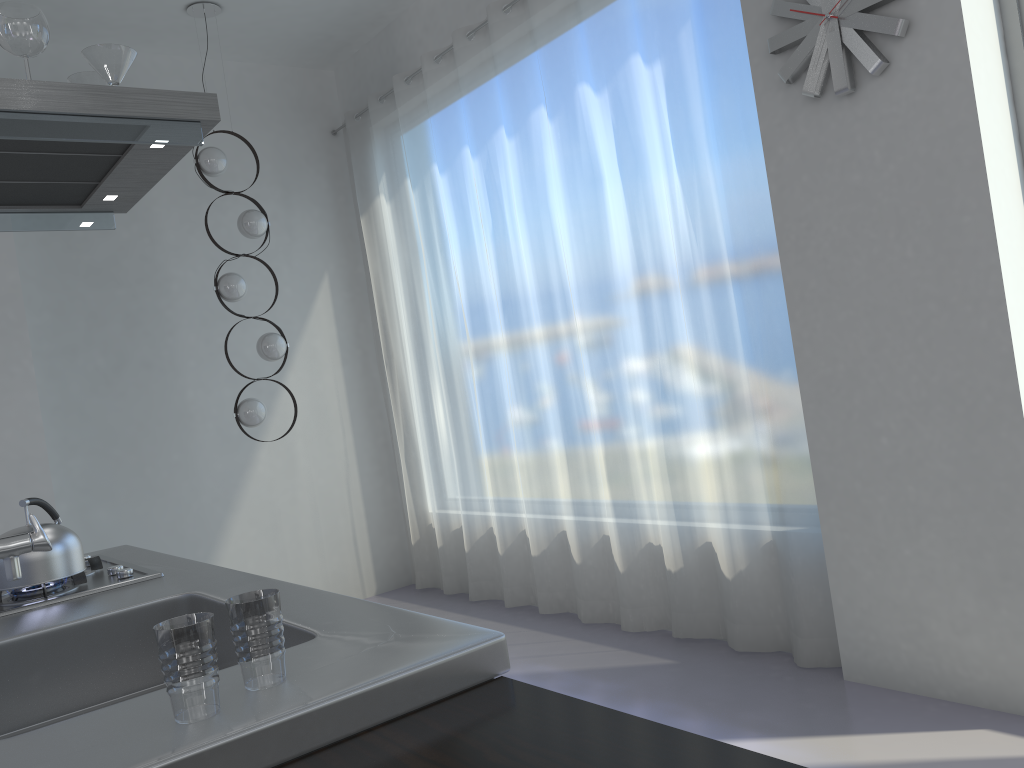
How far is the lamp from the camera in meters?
4.7

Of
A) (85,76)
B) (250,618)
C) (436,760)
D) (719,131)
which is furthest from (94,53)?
(719,131)

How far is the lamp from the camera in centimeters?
468cm

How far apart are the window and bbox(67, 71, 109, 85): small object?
2.7 meters

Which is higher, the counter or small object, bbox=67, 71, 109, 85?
small object, bbox=67, 71, 109, 85

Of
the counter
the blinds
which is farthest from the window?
the counter

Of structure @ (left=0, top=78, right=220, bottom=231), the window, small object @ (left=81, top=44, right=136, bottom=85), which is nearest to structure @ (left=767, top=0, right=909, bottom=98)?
the window

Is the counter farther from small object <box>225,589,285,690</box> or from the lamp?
the lamp

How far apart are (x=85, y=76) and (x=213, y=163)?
2.31m

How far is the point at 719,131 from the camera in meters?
3.4 m
